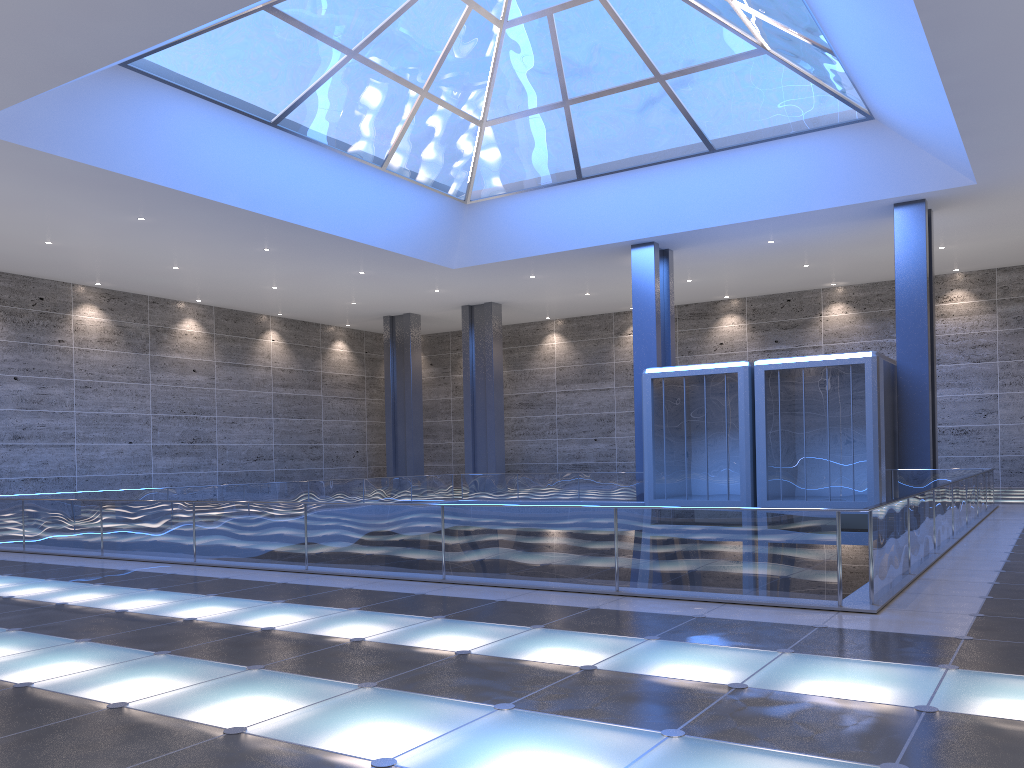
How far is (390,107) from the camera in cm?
2637

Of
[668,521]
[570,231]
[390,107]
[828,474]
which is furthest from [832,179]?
[668,521]
